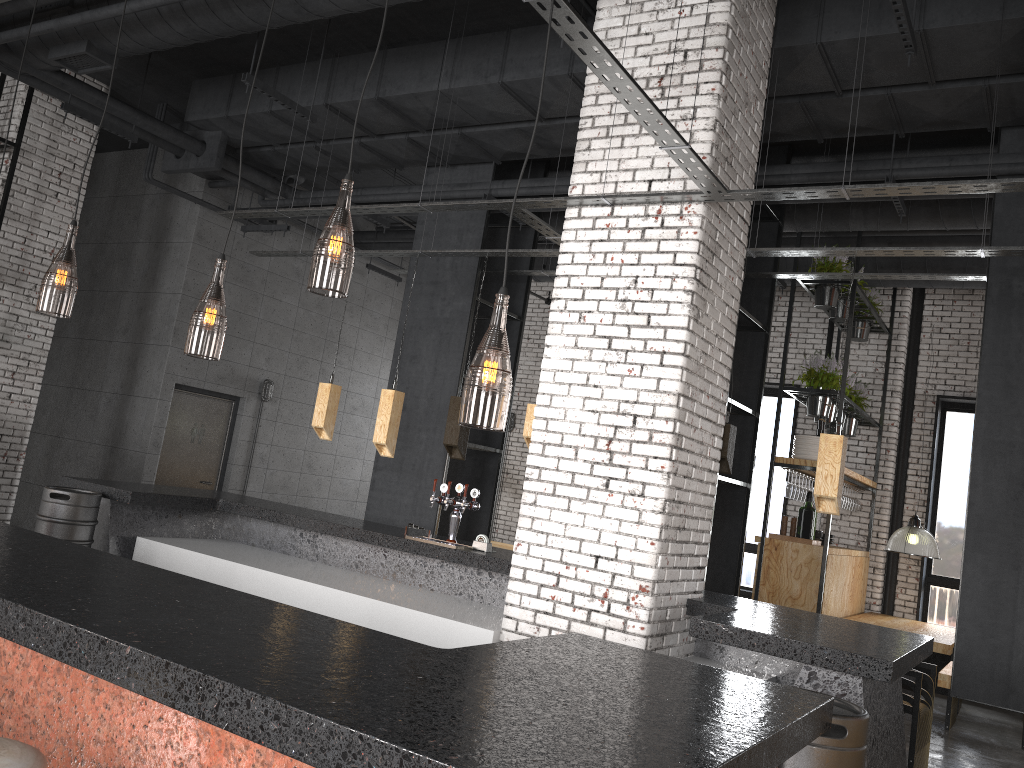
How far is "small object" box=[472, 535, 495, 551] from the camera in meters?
5.9 m

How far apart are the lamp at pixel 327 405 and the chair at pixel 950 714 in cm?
600

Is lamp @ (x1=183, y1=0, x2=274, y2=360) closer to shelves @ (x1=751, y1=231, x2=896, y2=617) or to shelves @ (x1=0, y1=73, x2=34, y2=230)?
shelves @ (x1=0, y1=73, x2=34, y2=230)

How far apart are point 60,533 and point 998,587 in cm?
628

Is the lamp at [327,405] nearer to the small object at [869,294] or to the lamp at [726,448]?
the lamp at [726,448]

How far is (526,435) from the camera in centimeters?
606cm

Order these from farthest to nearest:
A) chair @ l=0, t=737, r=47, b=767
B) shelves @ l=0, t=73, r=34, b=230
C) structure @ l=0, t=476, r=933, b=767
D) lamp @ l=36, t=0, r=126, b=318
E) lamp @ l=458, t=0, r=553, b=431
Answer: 1. shelves @ l=0, t=73, r=34, b=230
2. lamp @ l=36, t=0, r=126, b=318
3. lamp @ l=458, t=0, r=553, b=431
4. chair @ l=0, t=737, r=47, b=767
5. structure @ l=0, t=476, r=933, b=767

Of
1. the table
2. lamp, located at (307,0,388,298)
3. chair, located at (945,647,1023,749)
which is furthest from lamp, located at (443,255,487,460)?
chair, located at (945,647,1023,749)

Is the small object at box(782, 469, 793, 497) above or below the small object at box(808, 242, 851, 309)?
below

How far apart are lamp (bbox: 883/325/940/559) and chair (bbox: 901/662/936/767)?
2.4m
